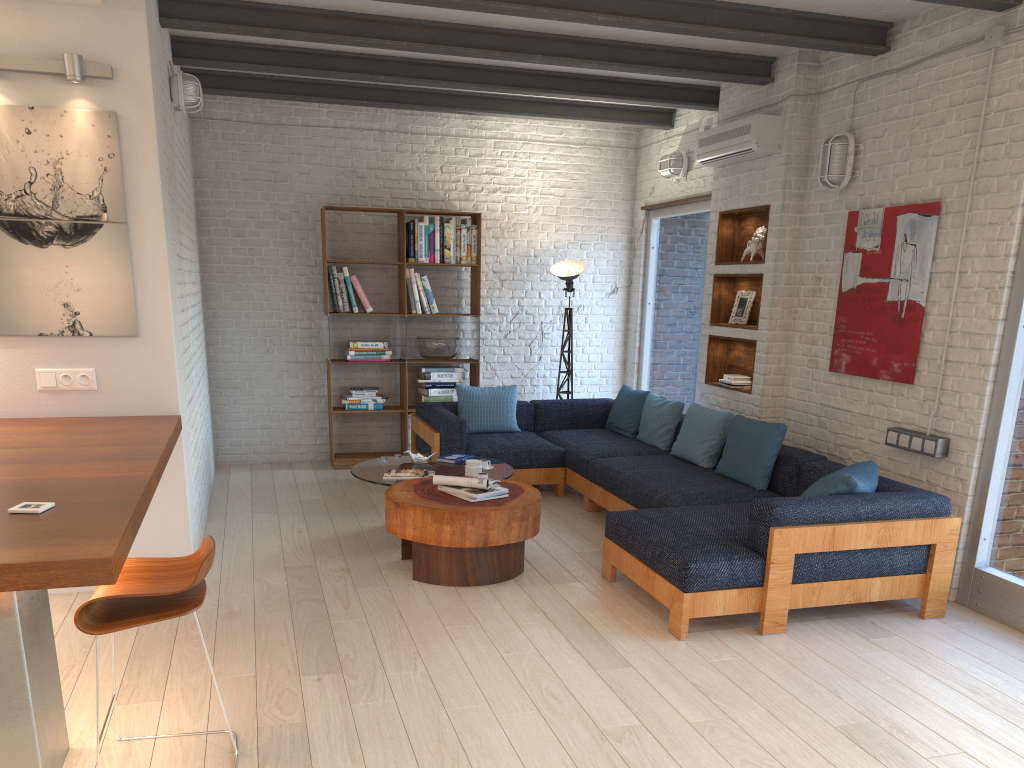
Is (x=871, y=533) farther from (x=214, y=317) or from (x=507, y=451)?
(x=214, y=317)

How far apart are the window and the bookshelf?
1.7m

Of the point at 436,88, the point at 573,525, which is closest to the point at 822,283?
the point at 573,525

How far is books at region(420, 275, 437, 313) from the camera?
7.8 meters

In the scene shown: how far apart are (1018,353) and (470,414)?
4.1 meters

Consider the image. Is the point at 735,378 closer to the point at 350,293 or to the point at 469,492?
the point at 469,492

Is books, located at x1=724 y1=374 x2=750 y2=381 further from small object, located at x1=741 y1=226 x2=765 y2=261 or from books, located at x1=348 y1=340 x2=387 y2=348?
books, located at x1=348 y1=340 x2=387 y2=348

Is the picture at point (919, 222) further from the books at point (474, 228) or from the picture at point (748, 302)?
the books at point (474, 228)

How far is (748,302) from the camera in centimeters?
651cm

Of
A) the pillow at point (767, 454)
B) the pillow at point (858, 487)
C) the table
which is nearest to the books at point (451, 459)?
the table
